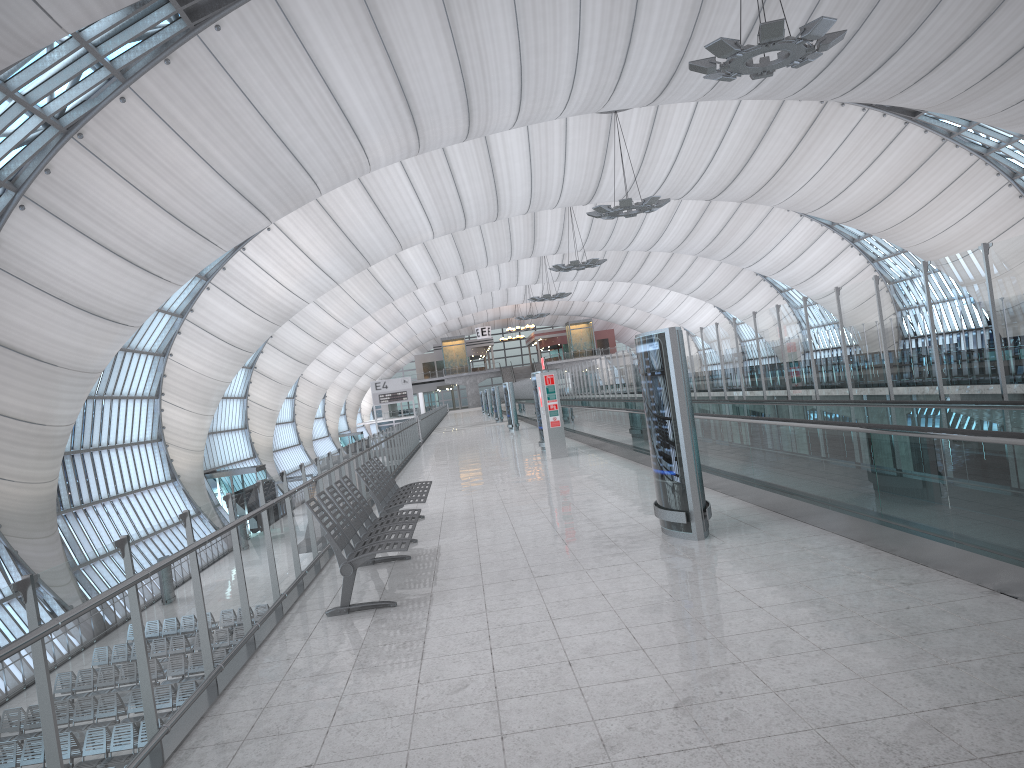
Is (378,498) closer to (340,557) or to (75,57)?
(340,557)

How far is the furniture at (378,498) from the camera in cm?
969

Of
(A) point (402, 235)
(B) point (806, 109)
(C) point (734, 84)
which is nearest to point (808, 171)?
(B) point (806, 109)

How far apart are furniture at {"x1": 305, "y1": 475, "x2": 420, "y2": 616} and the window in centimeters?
1760cm

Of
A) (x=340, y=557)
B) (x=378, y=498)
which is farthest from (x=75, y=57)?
(x=340, y=557)

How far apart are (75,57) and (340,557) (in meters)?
20.49

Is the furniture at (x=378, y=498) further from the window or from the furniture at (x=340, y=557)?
the window

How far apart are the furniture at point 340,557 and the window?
17.6 meters

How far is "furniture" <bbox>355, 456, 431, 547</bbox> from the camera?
9.69m

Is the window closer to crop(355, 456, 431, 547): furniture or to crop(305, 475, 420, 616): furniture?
crop(355, 456, 431, 547): furniture
